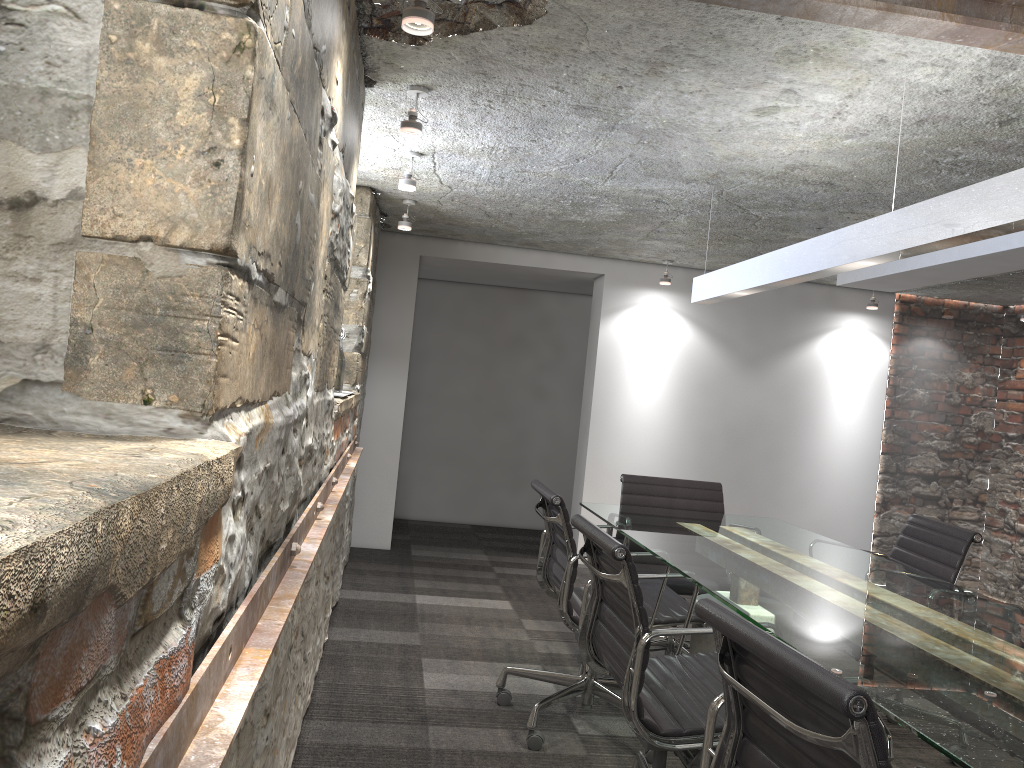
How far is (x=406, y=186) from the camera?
3.8 meters

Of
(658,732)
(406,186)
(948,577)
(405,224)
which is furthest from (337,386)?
(948,577)

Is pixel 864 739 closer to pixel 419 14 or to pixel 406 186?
pixel 419 14

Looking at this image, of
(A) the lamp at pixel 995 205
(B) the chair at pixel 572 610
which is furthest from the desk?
(A) the lamp at pixel 995 205

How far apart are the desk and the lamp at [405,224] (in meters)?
1.98

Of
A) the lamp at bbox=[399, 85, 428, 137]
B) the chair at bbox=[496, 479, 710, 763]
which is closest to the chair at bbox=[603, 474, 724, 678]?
the chair at bbox=[496, 479, 710, 763]

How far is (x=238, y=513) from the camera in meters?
1.2 m

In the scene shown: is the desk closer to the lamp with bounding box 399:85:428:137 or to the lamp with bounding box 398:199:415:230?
the lamp with bounding box 399:85:428:137

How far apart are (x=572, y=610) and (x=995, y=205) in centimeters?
172cm

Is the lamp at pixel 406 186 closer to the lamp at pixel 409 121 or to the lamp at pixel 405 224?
the lamp at pixel 409 121
